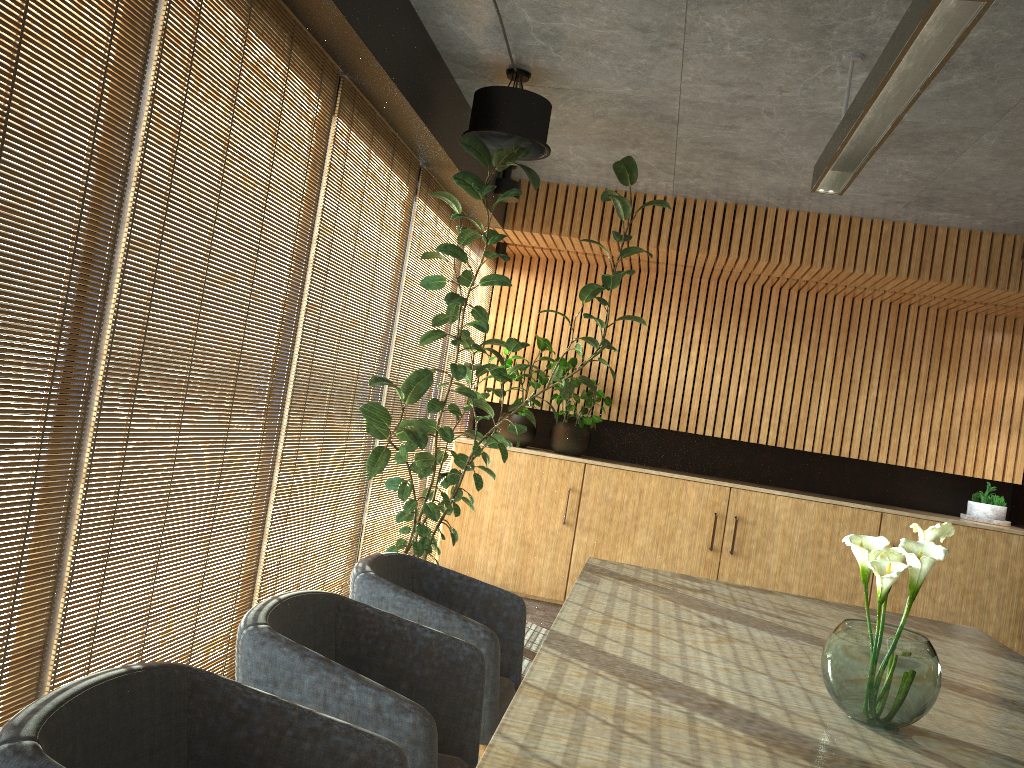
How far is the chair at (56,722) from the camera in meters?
1.6 m

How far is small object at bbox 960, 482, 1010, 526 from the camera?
7.4m

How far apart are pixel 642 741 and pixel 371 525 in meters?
4.1

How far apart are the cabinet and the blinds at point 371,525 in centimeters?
86cm

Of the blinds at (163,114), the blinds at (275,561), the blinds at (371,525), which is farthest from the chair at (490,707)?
the blinds at (371,525)

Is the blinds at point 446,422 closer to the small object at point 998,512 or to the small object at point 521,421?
the small object at point 521,421

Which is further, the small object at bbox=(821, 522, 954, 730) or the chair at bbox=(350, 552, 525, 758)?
the chair at bbox=(350, 552, 525, 758)

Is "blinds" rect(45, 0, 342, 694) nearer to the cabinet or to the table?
the table

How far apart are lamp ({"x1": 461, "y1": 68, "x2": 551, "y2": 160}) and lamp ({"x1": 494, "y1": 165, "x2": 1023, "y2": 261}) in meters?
1.7 m

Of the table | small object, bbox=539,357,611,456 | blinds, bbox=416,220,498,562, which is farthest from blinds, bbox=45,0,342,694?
small object, bbox=539,357,611,456
